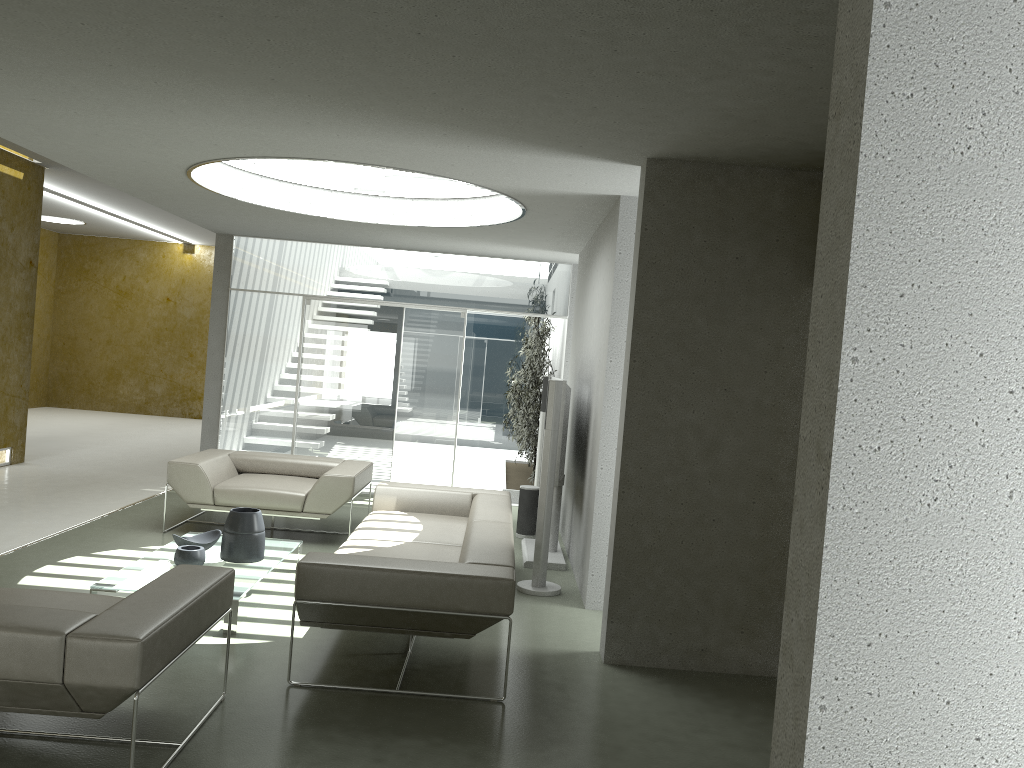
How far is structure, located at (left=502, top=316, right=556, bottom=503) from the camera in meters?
10.1

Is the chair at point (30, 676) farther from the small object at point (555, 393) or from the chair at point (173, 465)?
the chair at point (173, 465)

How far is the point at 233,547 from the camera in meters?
5.4

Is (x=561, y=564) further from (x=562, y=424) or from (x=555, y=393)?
(x=555, y=393)

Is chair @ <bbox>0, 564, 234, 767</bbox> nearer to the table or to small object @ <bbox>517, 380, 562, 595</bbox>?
the table

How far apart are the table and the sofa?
0.5 meters

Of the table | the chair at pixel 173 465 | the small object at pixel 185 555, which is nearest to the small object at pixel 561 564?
the chair at pixel 173 465

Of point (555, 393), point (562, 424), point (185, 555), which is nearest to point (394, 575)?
point (185, 555)

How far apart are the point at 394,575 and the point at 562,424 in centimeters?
260cm

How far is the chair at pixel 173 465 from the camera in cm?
696
